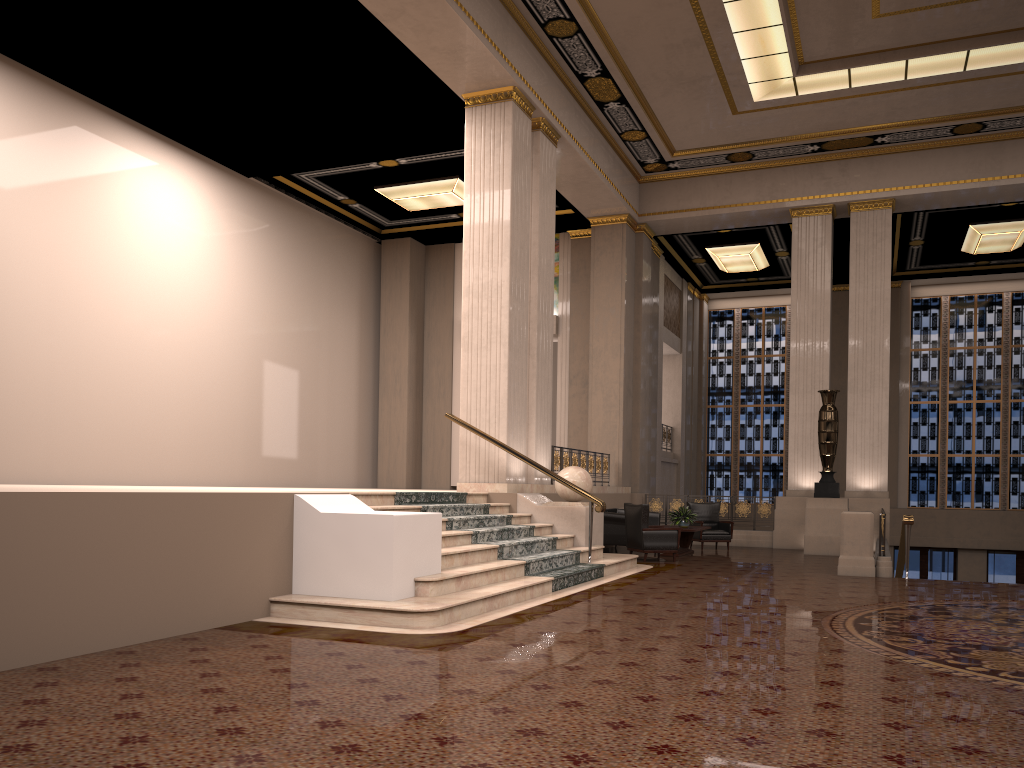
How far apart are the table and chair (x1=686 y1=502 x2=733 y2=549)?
0.6 meters

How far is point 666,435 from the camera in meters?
21.6 m

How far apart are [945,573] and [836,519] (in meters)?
8.91

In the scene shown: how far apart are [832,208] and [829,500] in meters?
5.7

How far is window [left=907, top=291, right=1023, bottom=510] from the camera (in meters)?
21.59

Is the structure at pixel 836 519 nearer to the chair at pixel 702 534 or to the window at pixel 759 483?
the chair at pixel 702 534

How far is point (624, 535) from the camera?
13.7 meters

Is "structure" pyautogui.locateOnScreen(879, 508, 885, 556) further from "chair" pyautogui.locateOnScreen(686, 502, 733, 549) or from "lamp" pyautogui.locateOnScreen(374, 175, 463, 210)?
"lamp" pyautogui.locateOnScreen(374, 175, 463, 210)

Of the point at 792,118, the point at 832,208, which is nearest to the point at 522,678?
the point at 792,118

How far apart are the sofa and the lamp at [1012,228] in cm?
925
